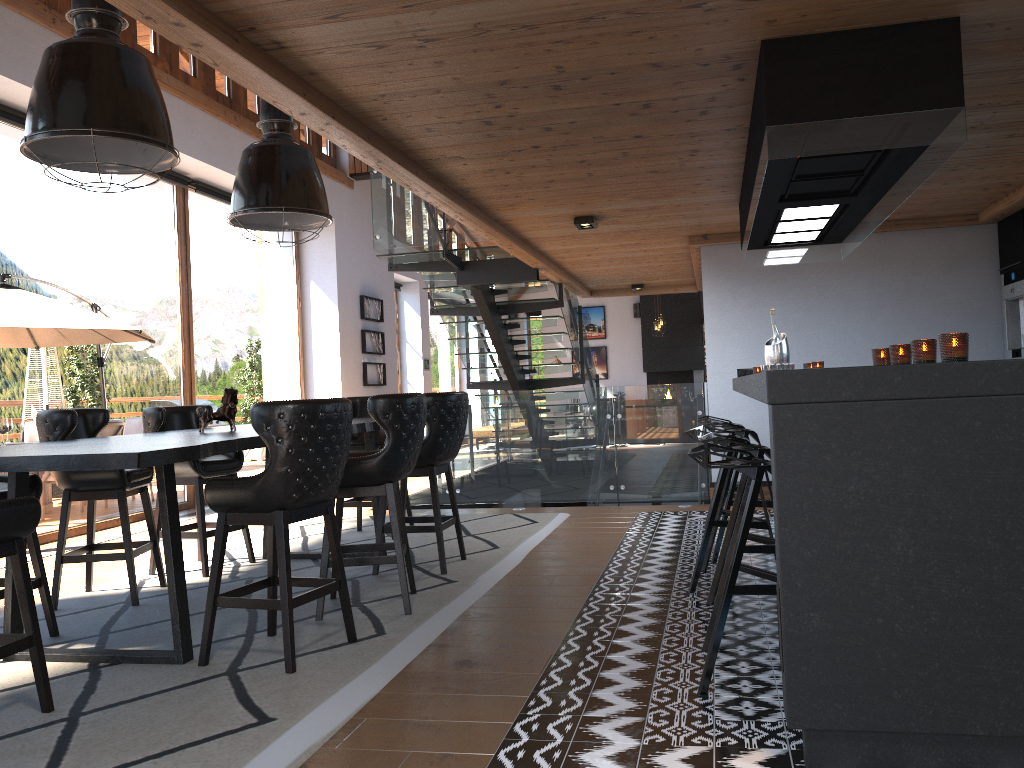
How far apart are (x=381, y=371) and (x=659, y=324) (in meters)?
7.04

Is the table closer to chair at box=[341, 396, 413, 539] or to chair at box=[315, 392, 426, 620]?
chair at box=[315, 392, 426, 620]

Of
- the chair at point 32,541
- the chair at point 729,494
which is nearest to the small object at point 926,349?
the chair at point 729,494

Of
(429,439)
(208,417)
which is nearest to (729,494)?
(429,439)

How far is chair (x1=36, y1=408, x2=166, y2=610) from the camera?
4.77m

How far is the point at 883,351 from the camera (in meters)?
3.52

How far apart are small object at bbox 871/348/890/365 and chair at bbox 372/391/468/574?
2.5m

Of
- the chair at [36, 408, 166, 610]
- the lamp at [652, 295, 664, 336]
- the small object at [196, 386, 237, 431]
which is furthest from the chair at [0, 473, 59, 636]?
the lamp at [652, 295, 664, 336]

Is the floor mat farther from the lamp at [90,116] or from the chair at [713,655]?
the lamp at [90,116]

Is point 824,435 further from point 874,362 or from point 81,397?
point 81,397
